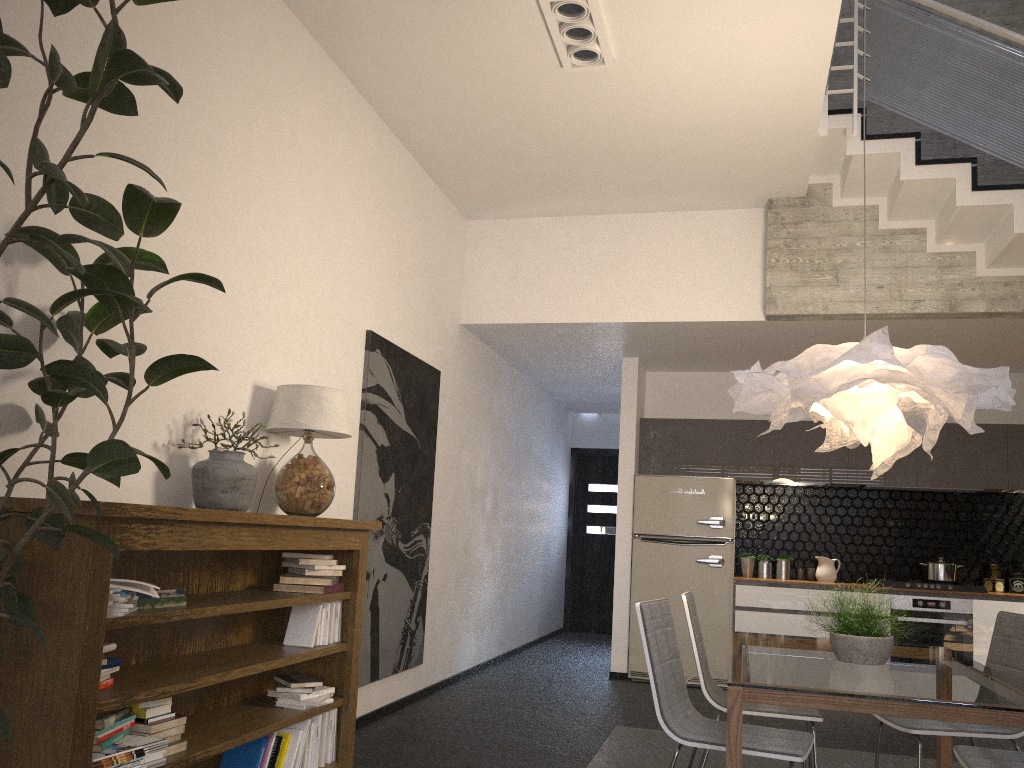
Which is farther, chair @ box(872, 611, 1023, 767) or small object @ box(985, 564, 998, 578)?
small object @ box(985, 564, 998, 578)

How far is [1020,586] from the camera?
7.1 meters

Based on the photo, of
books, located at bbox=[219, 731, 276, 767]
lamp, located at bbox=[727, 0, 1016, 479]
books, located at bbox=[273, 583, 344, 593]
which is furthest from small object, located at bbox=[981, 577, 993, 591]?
books, located at bbox=[219, 731, 276, 767]

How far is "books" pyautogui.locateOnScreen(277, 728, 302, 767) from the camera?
3.58m

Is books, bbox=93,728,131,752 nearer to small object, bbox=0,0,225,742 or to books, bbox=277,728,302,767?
small object, bbox=0,0,225,742

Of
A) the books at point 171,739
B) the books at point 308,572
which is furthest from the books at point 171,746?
the books at point 308,572

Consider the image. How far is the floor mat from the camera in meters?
4.5 m

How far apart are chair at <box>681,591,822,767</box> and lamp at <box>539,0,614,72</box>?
2.7 meters

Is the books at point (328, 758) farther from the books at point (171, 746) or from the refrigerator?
the refrigerator

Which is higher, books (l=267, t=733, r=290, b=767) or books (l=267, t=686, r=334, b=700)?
books (l=267, t=686, r=334, b=700)
